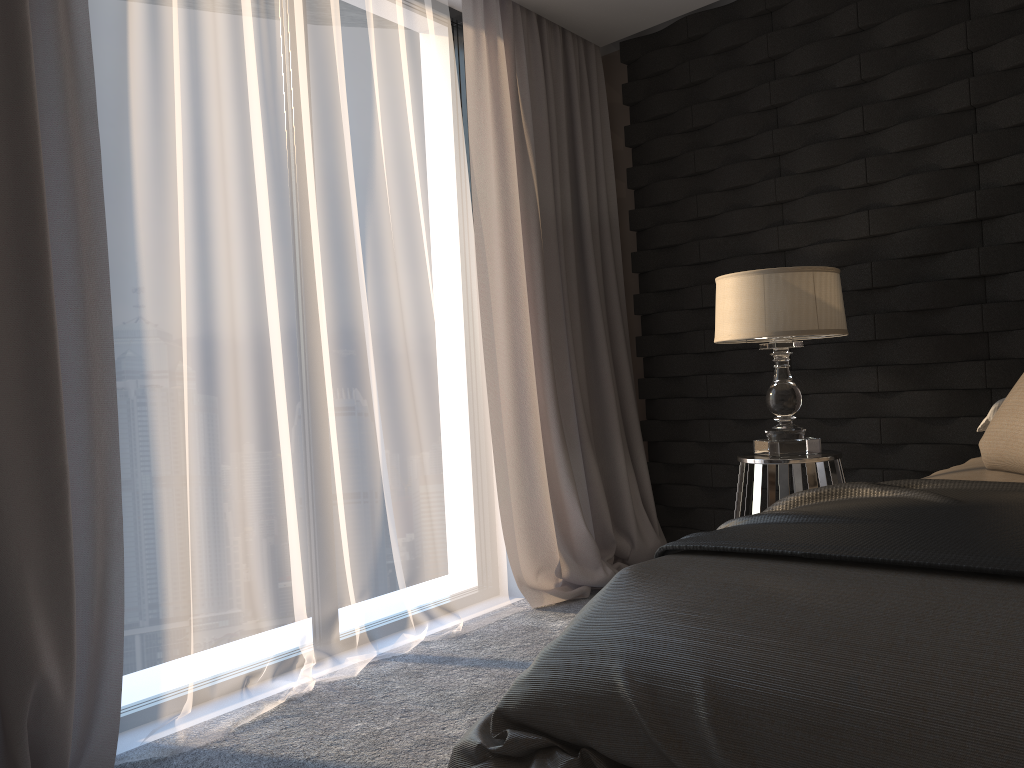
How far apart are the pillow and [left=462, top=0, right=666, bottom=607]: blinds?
1.7m

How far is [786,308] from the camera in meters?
2.8

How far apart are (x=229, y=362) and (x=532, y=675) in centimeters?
150cm

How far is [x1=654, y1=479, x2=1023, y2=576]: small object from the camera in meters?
1.3

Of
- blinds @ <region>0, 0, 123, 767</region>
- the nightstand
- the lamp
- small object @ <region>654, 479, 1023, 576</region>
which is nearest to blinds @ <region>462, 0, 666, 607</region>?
the nightstand

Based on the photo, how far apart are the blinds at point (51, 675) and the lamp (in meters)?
1.86

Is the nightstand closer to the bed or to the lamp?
the lamp

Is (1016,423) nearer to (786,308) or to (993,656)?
(786,308)

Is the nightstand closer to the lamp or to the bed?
the lamp

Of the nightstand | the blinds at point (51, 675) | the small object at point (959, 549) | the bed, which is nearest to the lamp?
the nightstand
